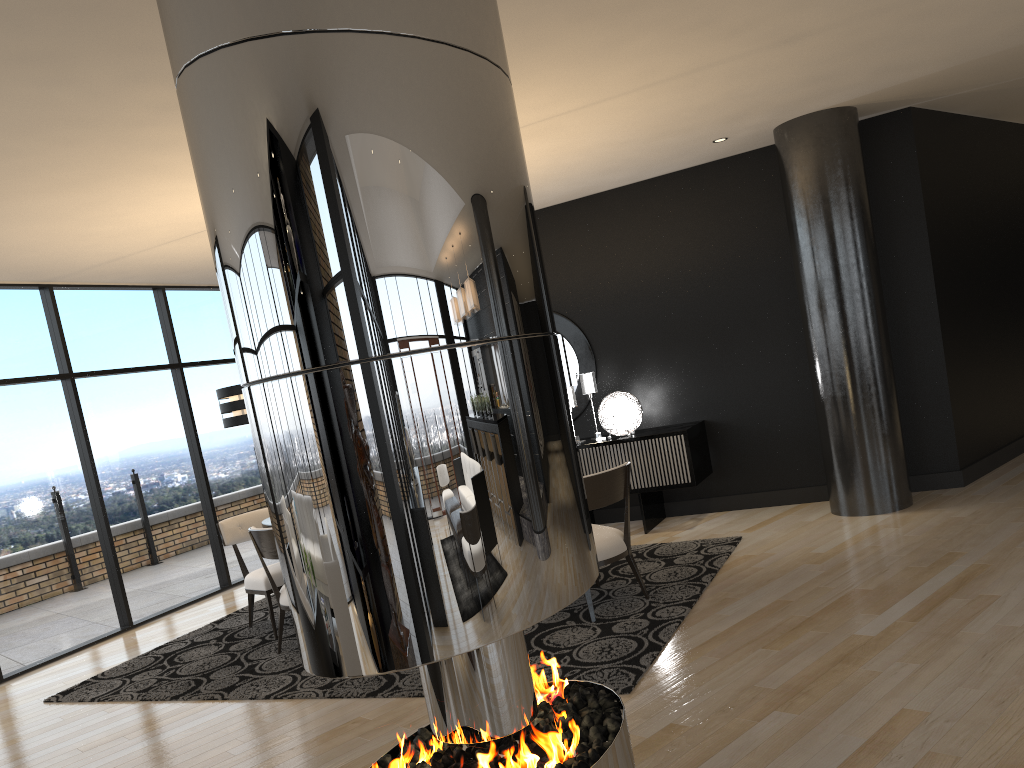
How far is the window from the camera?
6.3m

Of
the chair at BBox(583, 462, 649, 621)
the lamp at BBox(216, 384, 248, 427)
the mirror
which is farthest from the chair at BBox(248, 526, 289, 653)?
the mirror

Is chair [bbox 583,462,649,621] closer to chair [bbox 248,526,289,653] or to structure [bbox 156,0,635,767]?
chair [bbox 248,526,289,653]

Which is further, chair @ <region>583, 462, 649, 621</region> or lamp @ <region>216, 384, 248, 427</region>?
lamp @ <region>216, 384, 248, 427</region>

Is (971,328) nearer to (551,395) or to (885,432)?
(885,432)

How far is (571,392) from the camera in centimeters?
725cm

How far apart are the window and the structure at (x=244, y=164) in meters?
5.0

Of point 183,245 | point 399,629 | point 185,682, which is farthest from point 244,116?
point 183,245

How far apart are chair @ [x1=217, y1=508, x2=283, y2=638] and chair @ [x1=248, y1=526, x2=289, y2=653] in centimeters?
41cm

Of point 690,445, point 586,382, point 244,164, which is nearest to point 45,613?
point 586,382
